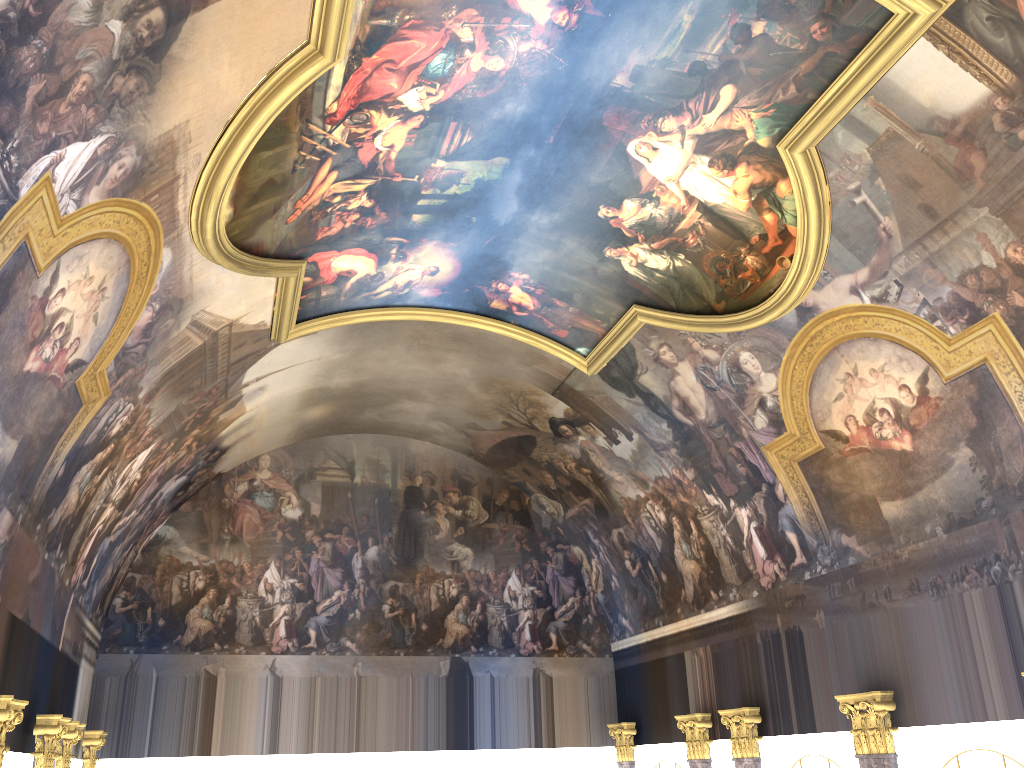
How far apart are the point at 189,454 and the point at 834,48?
13.2 meters
